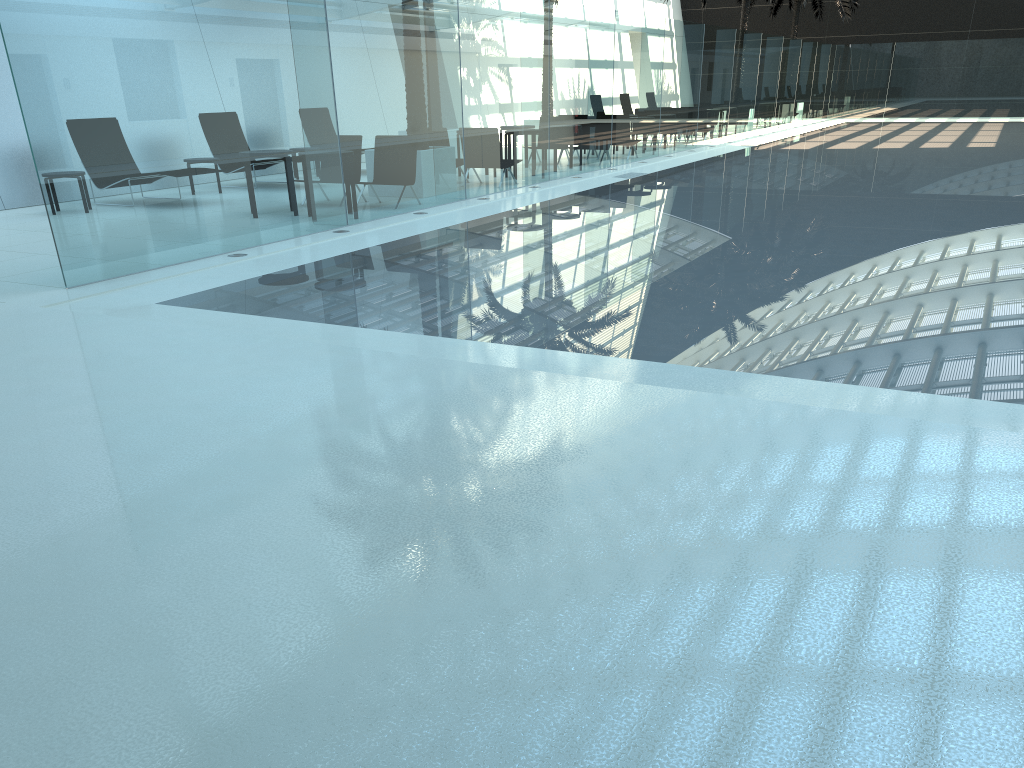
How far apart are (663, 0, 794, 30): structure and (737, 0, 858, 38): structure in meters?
8.1 m

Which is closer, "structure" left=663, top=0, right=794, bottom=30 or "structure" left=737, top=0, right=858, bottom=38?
"structure" left=663, top=0, right=794, bottom=30

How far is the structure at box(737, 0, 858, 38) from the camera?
35.55m

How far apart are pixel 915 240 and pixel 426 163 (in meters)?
6.49

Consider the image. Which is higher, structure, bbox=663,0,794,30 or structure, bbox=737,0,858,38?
structure, bbox=737,0,858,38

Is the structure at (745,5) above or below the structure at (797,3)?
below

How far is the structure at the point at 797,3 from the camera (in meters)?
35.55

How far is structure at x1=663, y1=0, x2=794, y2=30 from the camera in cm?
2879

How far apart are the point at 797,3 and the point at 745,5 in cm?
836

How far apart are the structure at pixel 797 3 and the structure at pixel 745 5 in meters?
8.1
